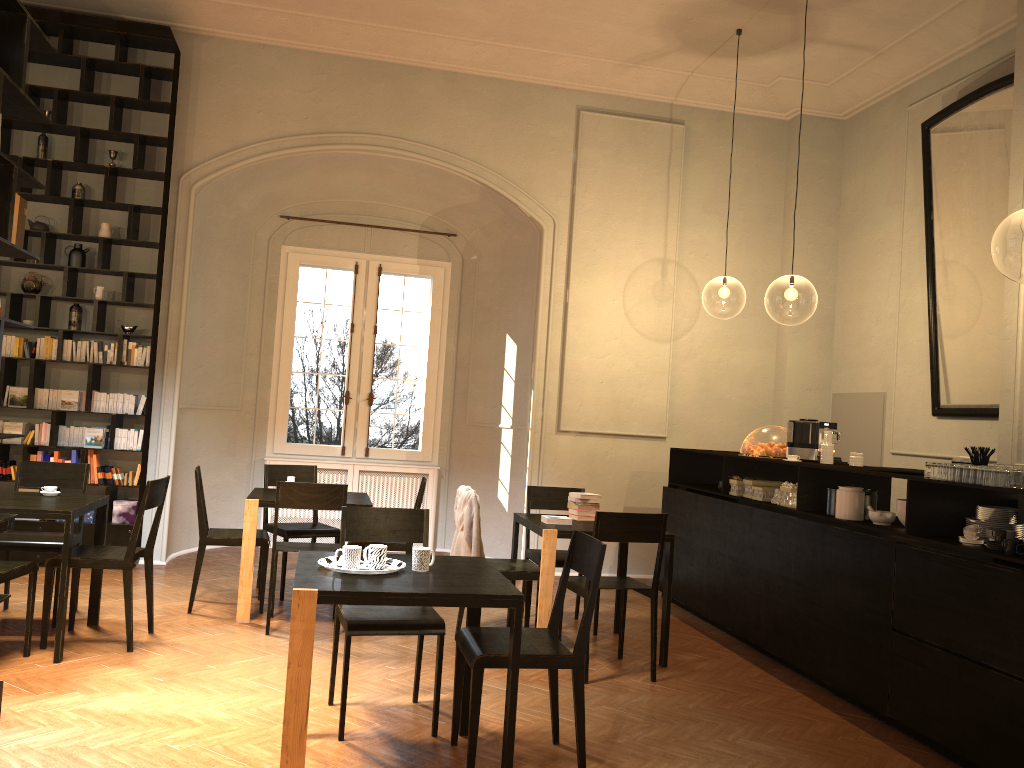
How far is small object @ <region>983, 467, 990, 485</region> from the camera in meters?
4.5

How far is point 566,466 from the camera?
9.3 meters

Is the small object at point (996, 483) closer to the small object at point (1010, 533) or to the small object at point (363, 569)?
the small object at point (1010, 533)

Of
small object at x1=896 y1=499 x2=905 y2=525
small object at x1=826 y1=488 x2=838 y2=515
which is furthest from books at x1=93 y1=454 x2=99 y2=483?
small object at x1=896 y1=499 x2=905 y2=525

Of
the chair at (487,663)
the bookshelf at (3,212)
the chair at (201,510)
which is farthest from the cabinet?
the bookshelf at (3,212)

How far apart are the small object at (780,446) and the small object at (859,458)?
0.69m

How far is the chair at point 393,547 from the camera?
7.0 meters

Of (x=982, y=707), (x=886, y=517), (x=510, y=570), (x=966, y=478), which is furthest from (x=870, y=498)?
(x=510, y=570)

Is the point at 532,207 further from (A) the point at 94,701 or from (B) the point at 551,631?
(A) the point at 94,701

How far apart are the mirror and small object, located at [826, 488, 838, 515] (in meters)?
2.20
